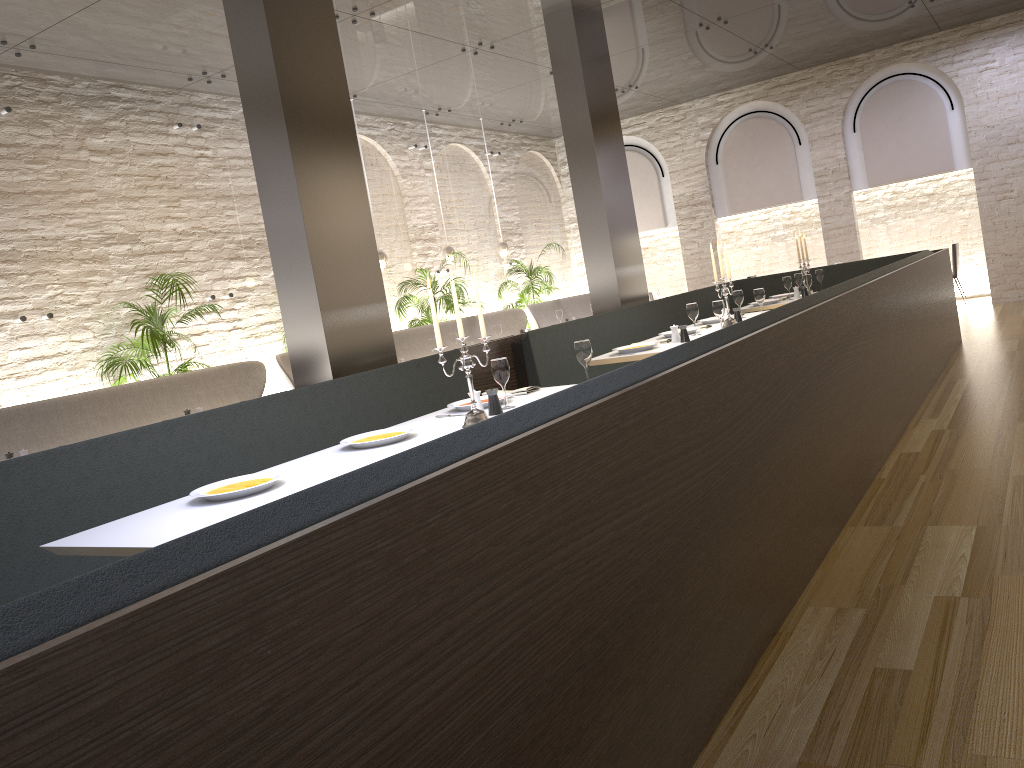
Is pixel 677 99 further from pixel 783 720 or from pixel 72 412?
pixel 783 720

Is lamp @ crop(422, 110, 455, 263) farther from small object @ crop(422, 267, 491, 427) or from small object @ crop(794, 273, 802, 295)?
small object @ crop(422, 267, 491, 427)

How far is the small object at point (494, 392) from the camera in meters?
3.9 m

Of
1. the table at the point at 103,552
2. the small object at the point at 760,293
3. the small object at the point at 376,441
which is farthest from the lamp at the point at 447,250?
the small object at the point at 376,441

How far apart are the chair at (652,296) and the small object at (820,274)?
6.8 meters

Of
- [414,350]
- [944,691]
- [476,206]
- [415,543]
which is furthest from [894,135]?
[415,543]

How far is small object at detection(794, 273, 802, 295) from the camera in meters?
8.9 m

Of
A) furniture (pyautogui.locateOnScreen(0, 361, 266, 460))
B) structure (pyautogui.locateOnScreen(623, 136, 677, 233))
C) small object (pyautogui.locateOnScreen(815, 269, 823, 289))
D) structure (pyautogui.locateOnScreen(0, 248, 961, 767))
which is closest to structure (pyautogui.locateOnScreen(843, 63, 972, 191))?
structure (pyautogui.locateOnScreen(623, 136, 677, 233))

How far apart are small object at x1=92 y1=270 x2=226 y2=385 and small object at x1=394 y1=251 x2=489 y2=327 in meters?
3.4

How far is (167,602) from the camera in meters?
1.1 m
